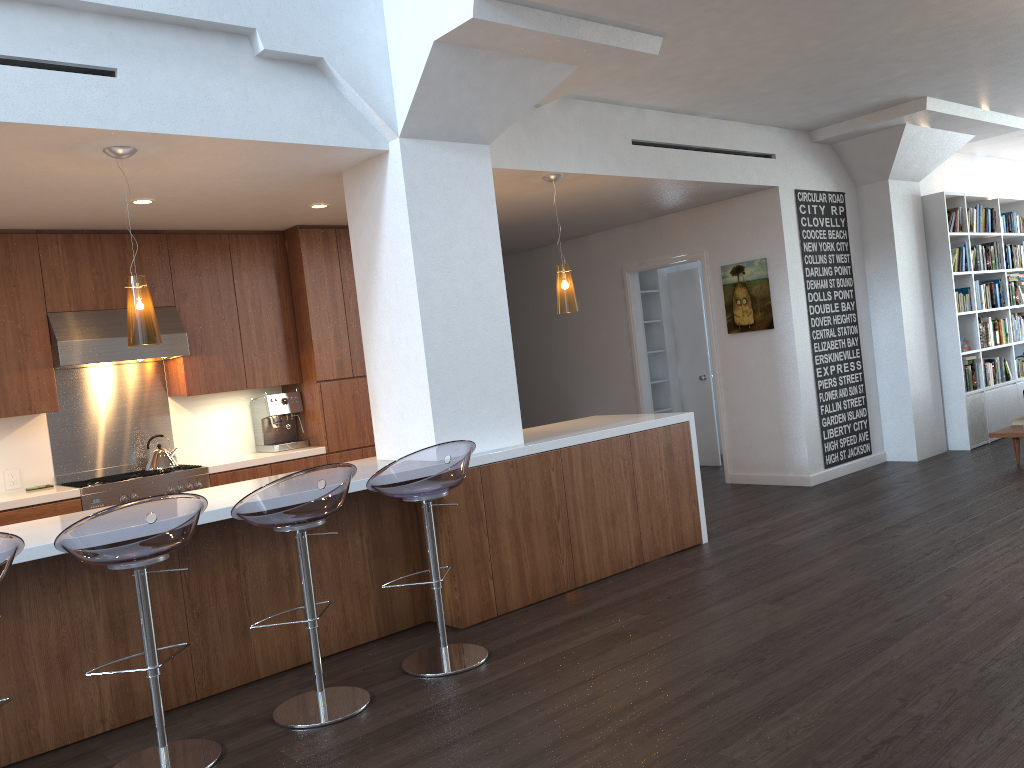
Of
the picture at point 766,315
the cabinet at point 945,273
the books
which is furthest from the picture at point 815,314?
the books

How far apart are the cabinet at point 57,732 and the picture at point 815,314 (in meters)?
2.35

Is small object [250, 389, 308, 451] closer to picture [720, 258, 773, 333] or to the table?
picture [720, 258, 773, 333]

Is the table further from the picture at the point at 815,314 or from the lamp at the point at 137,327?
the lamp at the point at 137,327

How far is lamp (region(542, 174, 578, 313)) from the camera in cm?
577

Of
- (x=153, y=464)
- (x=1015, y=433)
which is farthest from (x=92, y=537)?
(x=1015, y=433)

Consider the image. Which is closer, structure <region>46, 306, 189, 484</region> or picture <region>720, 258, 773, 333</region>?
structure <region>46, 306, 189, 484</region>

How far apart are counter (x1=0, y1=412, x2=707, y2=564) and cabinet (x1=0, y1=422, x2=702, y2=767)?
0.0m

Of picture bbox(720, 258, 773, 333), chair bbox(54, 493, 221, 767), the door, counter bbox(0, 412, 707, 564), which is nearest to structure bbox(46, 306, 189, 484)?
counter bbox(0, 412, 707, 564)

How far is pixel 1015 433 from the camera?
7.17m
